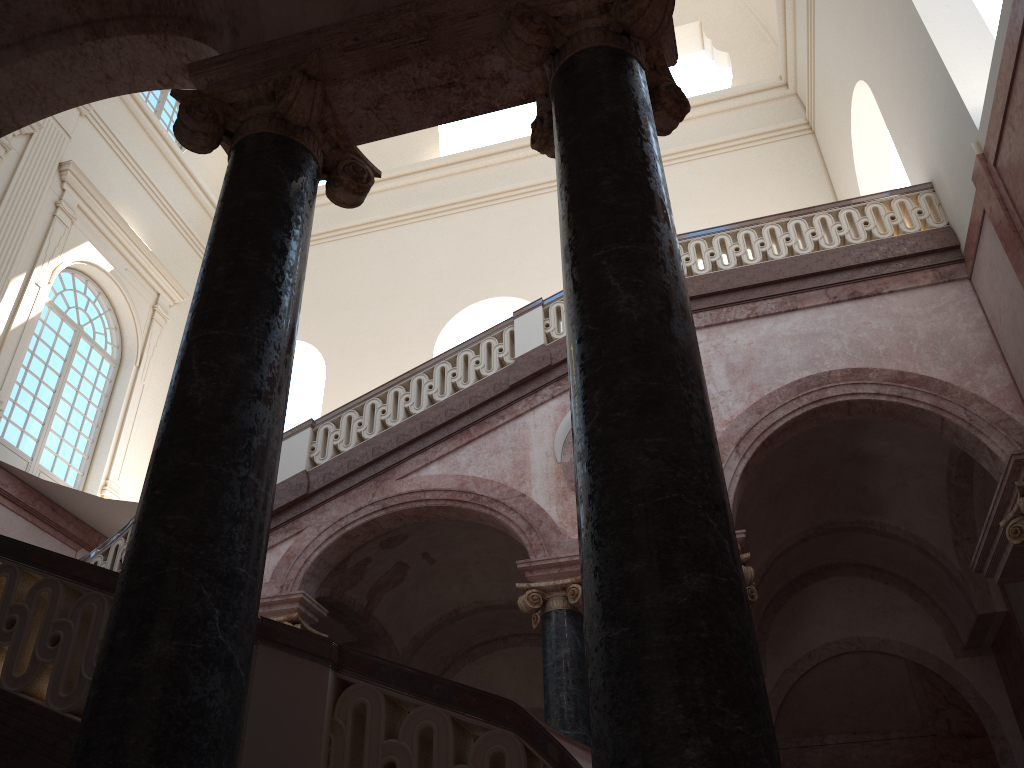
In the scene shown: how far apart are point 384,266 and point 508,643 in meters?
8.2 m
